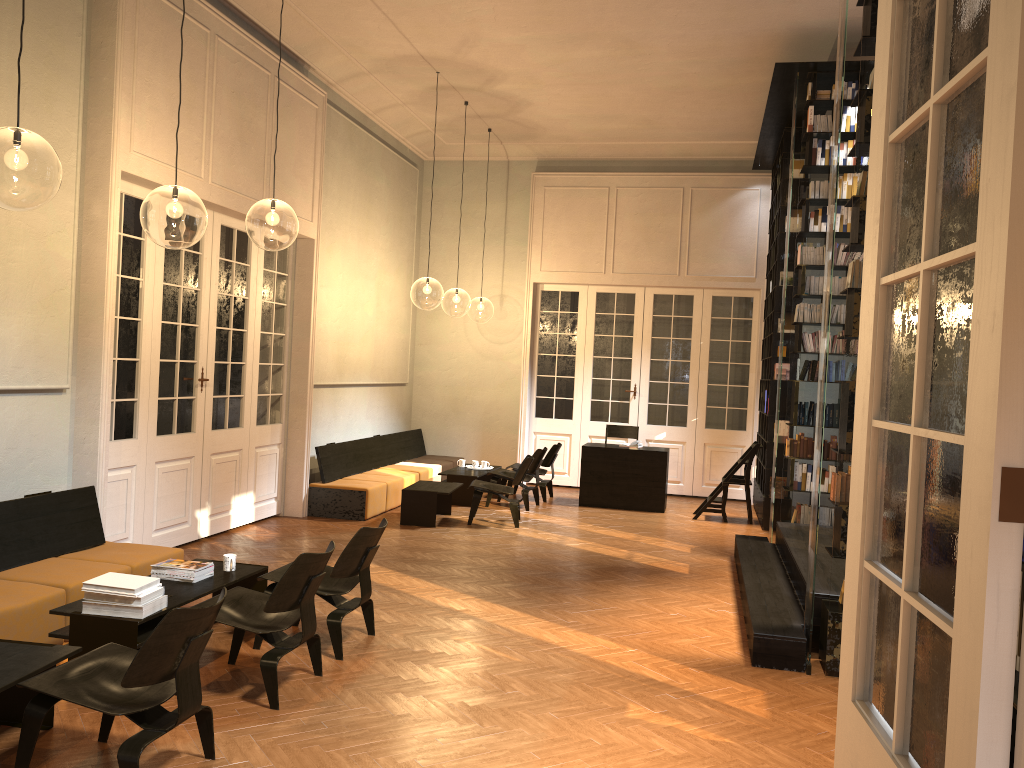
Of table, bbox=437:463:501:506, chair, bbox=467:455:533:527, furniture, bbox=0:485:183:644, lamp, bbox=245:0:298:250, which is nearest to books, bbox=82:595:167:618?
furniture, bbox=0:485:183:644

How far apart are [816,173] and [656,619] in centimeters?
507cm

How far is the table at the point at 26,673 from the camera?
3.9m

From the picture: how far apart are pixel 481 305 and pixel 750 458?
17.9 meters

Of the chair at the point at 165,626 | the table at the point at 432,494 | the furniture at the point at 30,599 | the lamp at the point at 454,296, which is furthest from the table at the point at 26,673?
the lamp at the point at 454,296

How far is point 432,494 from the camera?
10.0 meters

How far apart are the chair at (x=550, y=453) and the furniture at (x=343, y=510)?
1.1m

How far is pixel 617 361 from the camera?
13.8m

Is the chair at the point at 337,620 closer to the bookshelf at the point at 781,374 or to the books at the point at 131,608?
the books at the point at 131,608

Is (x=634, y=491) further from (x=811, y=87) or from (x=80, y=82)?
(x=80, y=82)
